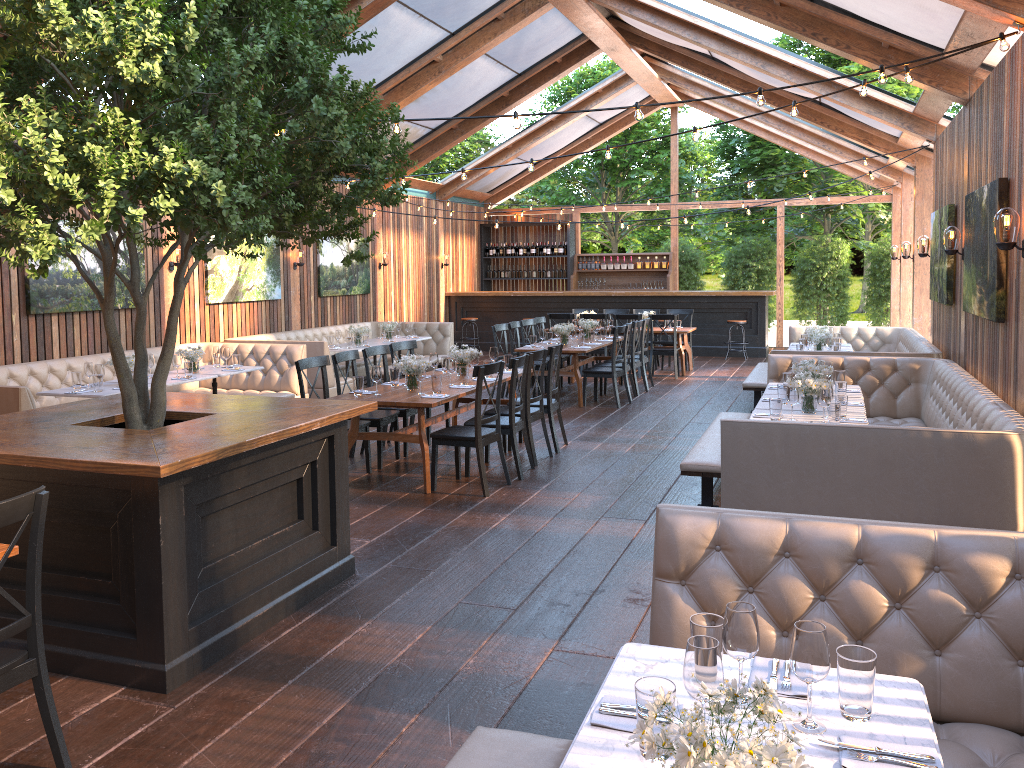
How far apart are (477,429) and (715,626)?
4.7m

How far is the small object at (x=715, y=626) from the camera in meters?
2.3

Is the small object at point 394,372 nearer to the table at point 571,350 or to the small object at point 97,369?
the small object at point 97,369

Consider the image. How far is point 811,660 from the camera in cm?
207

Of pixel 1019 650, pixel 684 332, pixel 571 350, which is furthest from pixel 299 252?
pixel 1019 650

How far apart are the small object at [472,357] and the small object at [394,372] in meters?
0.8

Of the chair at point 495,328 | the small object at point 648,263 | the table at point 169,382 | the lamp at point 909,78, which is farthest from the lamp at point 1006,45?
the small object at point 648,263

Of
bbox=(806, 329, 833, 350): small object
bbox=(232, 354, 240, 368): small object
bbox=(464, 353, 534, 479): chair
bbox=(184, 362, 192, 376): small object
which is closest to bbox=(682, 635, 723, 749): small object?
bbox=(464, 353, 534, 479): chair

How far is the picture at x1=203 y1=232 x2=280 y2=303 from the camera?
11.82m

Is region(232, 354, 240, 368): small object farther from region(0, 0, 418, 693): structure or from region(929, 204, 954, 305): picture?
region(929, 204, 954, 305): picture
